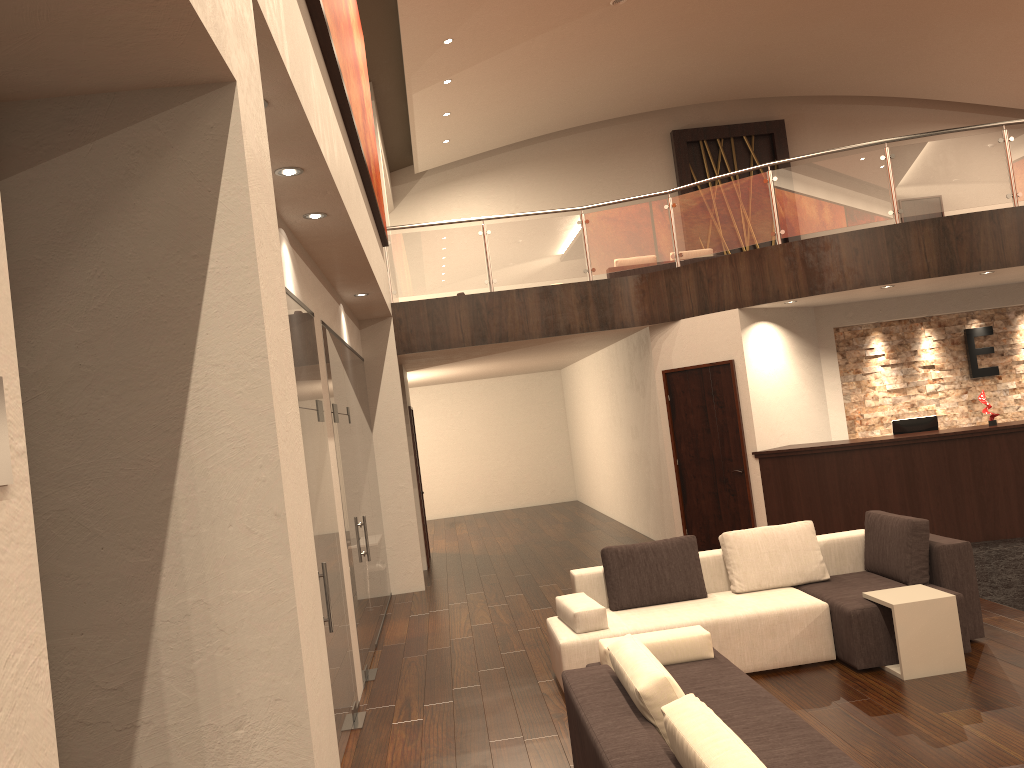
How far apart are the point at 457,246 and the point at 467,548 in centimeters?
497cm

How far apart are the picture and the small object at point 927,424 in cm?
607

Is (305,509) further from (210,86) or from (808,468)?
(808,468)

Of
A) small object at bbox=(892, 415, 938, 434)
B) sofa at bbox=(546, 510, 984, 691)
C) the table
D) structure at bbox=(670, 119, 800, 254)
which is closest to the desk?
small object at bbox=(892, 415, 938, 434)

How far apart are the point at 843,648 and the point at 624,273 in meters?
9.2

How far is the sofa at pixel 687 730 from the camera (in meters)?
2.76

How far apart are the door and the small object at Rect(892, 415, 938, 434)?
1.71m

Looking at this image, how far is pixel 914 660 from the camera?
5.4m

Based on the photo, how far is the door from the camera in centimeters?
A: 1015cm

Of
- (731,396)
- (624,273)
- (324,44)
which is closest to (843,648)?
(731,396)
